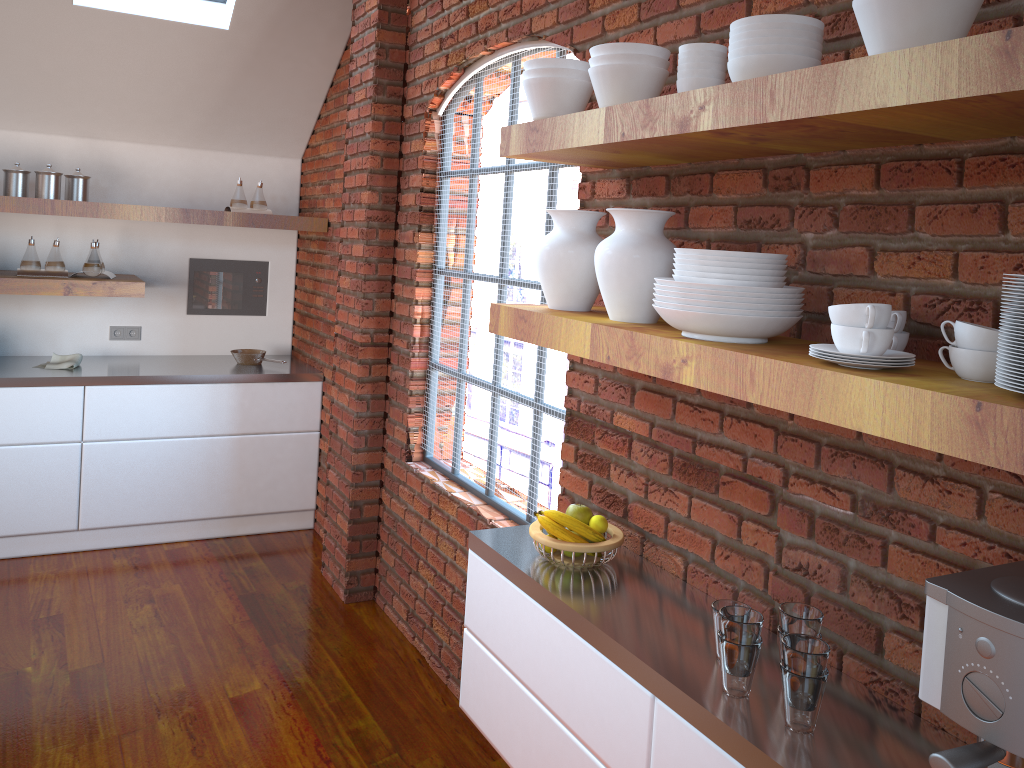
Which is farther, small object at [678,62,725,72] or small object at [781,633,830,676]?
small object at [678,62,725,72]

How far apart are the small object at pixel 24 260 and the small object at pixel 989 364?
4.3 meters

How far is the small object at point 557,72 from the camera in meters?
2.0

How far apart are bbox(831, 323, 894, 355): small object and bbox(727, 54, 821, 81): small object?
0.5m

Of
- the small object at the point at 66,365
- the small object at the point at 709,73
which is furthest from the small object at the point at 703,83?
the small object at the point at 66,365

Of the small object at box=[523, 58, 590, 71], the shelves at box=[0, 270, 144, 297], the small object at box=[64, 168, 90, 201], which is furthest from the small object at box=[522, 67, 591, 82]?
the small object at box=[64, 168, 90, 201]

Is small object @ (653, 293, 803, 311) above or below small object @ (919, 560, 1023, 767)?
above

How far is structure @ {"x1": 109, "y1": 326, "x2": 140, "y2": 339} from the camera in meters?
5.0

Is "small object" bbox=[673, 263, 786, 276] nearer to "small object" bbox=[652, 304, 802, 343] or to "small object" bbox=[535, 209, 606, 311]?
"small object" bbox=[652, 304, 802, 343]

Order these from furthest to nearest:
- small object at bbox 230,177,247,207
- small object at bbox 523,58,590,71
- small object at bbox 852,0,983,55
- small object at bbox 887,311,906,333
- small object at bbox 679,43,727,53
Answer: small object at bbox 230,177,247,207 → small object at bbox 523,58,590,71 → small object at bbox 679,43,727,53 → small object at bbox 887,311,906,333 → small object at bbox 852,0,983,55
